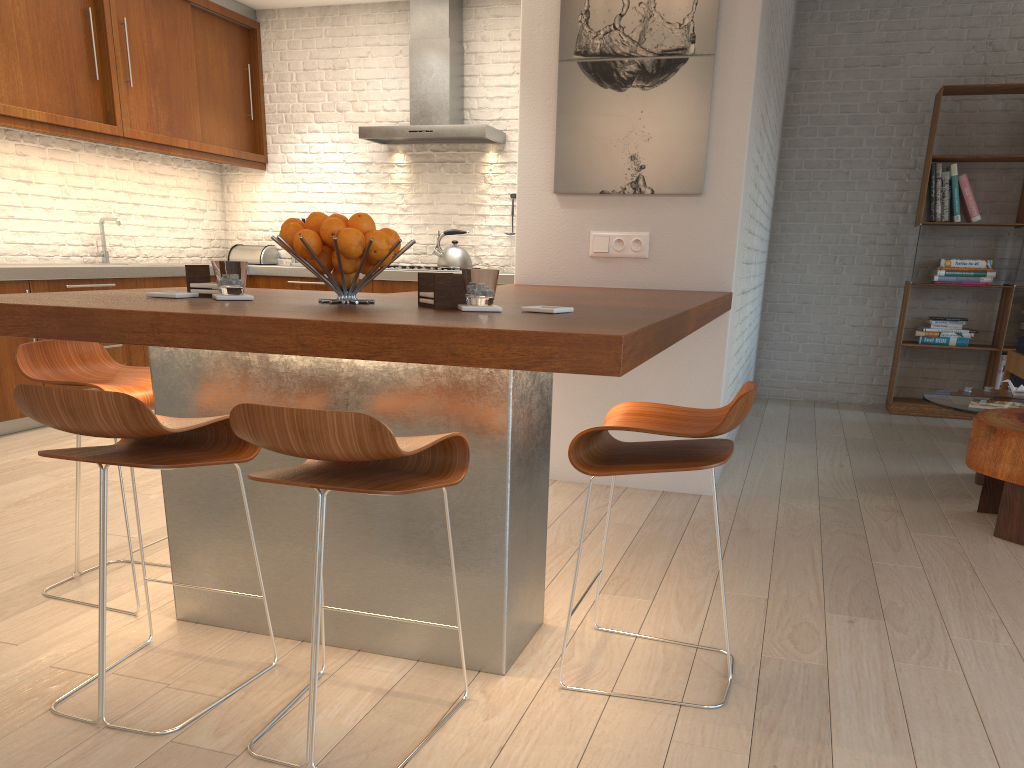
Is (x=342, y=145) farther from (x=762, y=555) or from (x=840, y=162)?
(x=762, y=555)

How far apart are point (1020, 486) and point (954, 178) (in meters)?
3.54

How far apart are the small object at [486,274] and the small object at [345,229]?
0.2 meters

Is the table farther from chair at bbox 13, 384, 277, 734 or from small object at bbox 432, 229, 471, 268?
small object at bbox 432, 229, 471, 268

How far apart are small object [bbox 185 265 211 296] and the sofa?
5.03m

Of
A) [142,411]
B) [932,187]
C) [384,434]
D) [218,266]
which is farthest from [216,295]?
[932,187]

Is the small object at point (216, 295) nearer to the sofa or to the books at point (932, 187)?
the sofa

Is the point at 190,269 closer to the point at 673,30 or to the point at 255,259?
the point at 673,30

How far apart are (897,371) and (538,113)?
4.2m

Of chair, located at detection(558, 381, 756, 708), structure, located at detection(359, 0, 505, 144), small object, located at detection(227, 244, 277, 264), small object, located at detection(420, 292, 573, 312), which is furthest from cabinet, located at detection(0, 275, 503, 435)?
chair, located at detection(558, 381, 756, 708)
